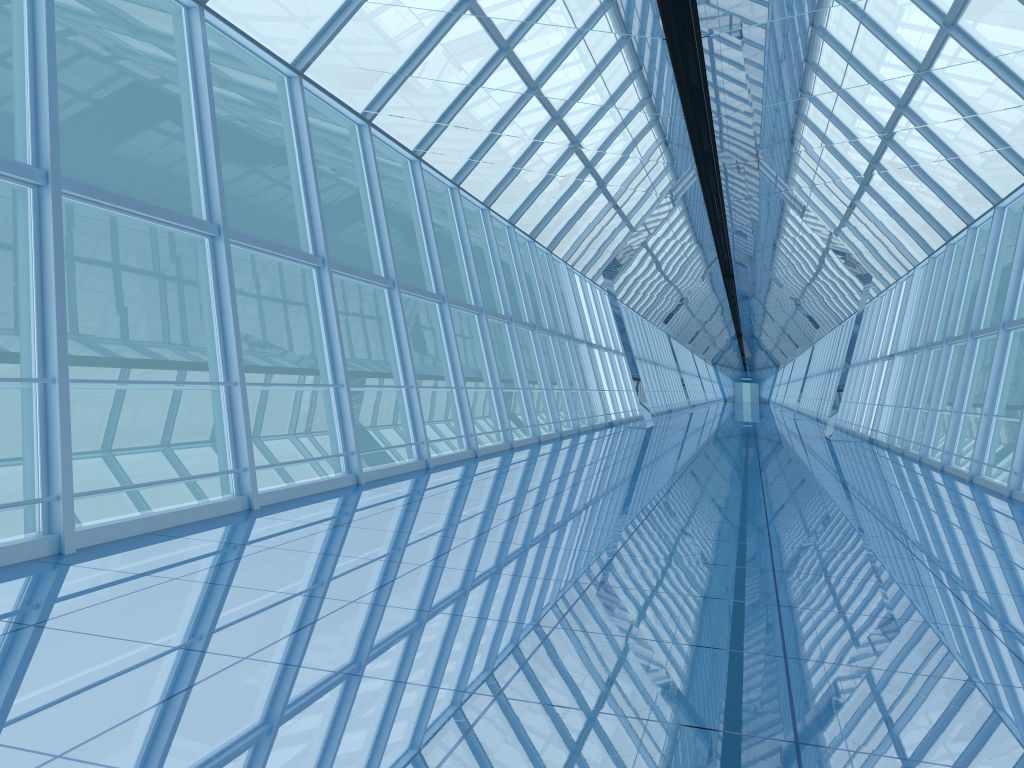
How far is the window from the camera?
7.3m

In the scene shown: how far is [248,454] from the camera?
7.3 meters

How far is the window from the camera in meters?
7.3
